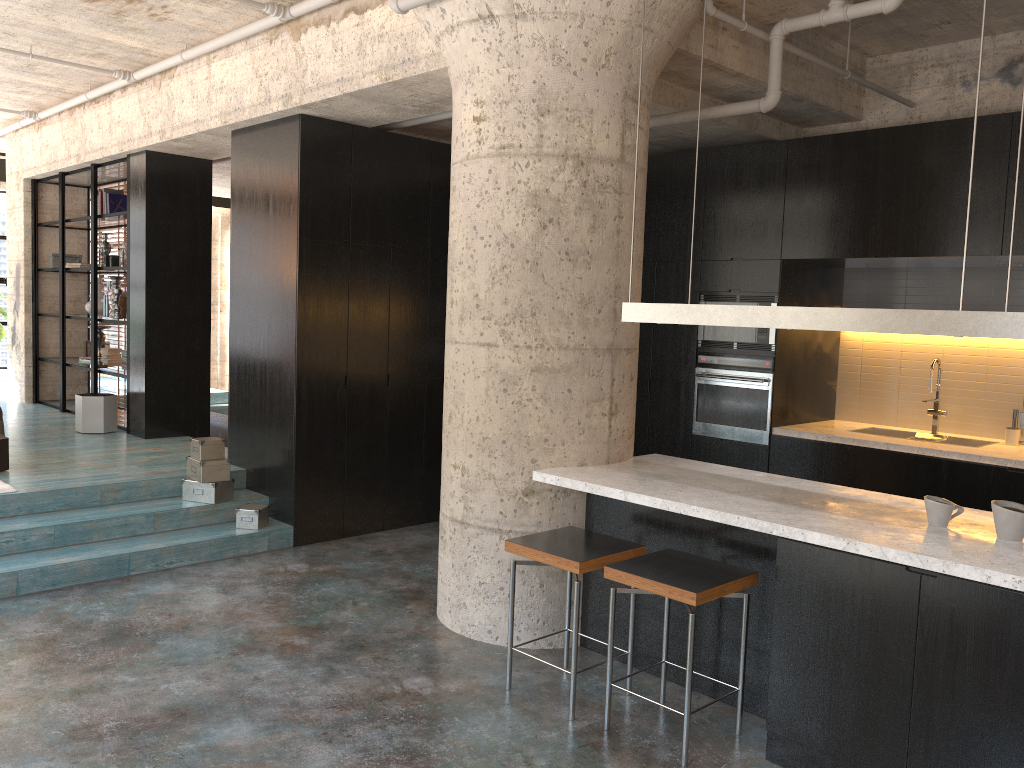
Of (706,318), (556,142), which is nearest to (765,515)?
(706,318)

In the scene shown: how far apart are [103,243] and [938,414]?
8.3 meters

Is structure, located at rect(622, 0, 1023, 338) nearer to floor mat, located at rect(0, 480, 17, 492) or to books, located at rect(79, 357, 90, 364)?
floor mat, located at rect(0, 480, 17, 492)

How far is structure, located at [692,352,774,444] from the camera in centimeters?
652cm

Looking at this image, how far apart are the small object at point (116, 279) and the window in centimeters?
448cm

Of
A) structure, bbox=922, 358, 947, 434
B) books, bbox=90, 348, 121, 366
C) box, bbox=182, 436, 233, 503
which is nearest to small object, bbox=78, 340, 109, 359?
books, bbox=90, 348, 121, 366

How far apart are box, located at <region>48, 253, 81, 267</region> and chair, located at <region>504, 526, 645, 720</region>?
7.9m

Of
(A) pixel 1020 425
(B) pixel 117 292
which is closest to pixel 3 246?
(B) pixel 117 292

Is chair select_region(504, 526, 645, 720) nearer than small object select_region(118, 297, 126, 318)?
Yes

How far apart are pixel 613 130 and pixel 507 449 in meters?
1.7
